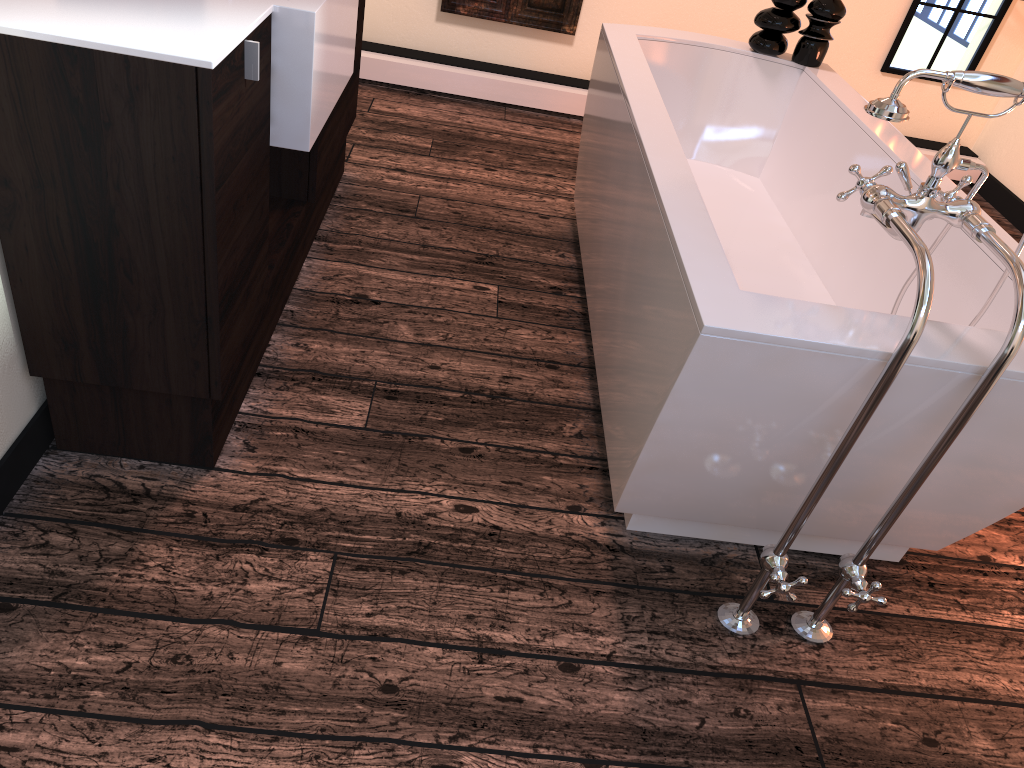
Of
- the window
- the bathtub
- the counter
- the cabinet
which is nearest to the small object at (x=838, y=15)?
the bathtub

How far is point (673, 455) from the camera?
1.6m

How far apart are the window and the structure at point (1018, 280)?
3.25m

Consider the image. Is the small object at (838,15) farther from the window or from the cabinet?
the window

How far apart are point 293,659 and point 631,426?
0.8m

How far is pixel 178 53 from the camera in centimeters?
134cm

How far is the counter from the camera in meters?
1.3 m

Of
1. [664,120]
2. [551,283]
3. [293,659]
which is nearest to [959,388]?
[664,120]

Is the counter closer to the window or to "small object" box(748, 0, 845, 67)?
"small object" box(748, 0, 845, 67)

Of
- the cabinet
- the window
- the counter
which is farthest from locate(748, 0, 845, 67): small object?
the window
